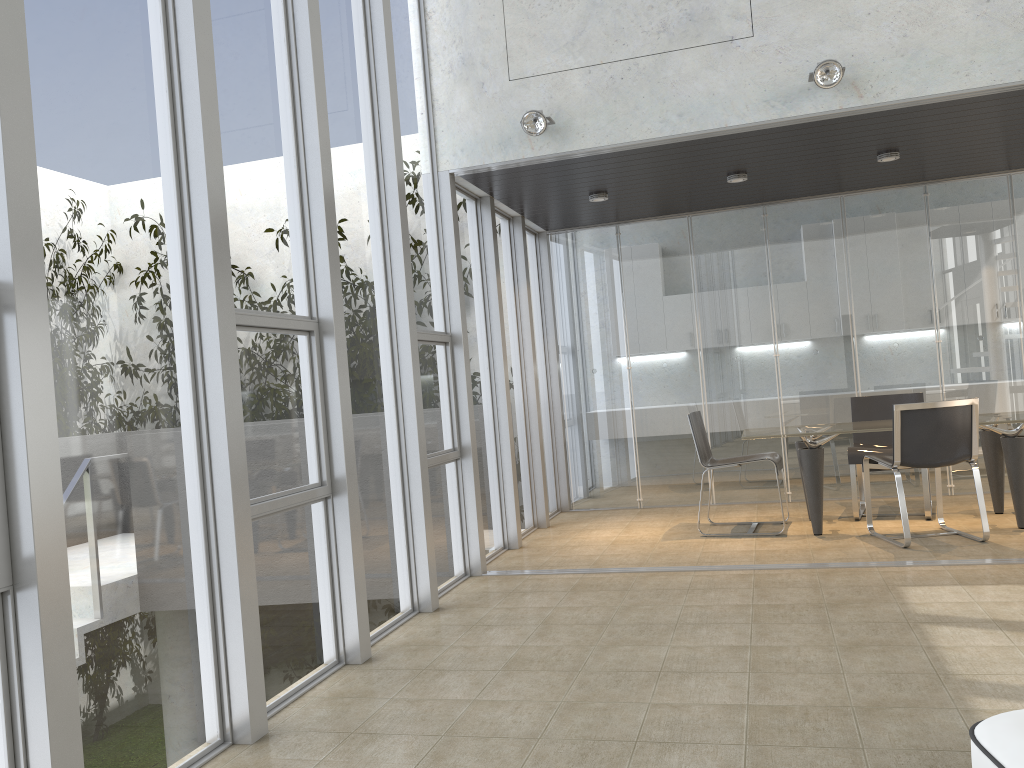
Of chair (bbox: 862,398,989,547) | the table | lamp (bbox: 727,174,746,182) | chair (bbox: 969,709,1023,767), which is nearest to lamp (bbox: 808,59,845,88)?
lamp (bbox: 727,174,746,182)

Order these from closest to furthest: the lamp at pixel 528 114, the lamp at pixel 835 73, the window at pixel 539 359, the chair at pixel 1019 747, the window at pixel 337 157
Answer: the chair at pixel 1019 747
the window at pixel 337 157
the lamp at pixel 835 73
the lamp at pixel 528 114
the window at pixel 539 359

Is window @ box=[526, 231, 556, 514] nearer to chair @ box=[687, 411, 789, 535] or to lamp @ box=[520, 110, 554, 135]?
chair @ box=[687, 411, 789, 535]

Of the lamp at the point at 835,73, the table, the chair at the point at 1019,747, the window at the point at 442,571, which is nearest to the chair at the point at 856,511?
the table

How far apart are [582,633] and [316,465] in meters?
1.5

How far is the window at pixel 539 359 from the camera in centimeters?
833cm

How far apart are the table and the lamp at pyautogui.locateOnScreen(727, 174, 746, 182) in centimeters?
192cm

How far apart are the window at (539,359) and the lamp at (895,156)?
3.2m

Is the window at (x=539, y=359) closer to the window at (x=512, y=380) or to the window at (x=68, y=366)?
the window at (x=512, y=380)

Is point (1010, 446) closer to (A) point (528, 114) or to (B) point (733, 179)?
(B) point (733, 179)
